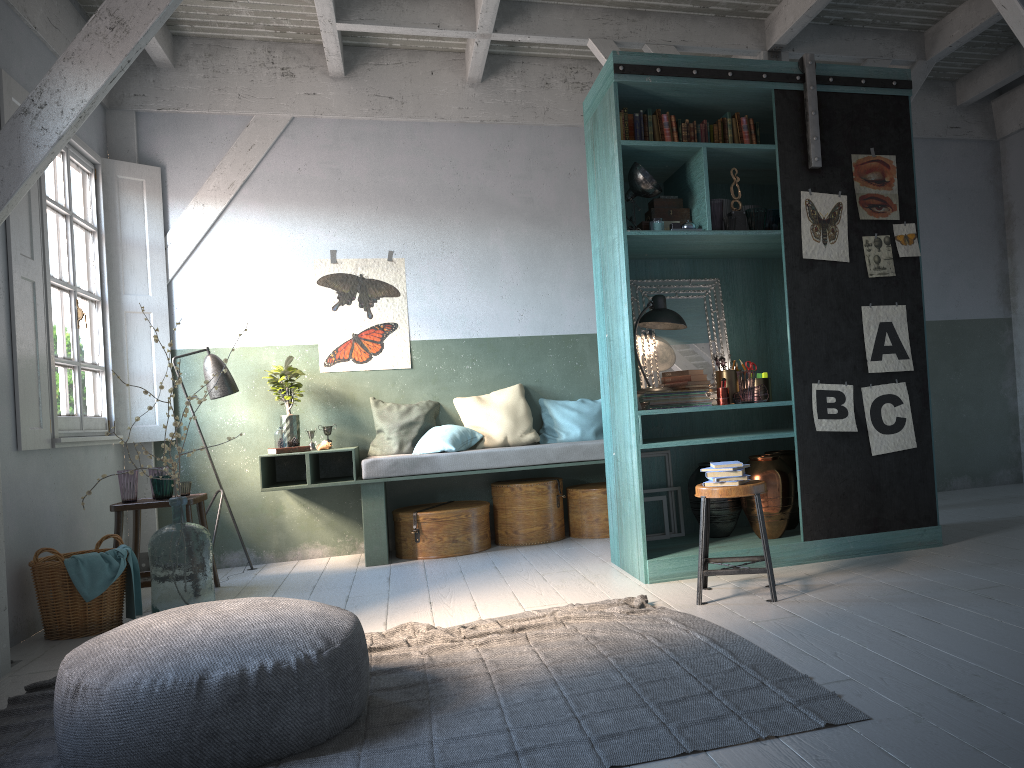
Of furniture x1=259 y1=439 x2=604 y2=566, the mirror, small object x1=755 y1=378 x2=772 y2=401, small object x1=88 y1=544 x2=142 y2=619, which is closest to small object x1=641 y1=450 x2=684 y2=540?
the mirror

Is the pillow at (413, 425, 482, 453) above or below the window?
below

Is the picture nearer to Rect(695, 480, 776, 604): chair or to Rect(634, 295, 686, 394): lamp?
Rect(634, 295, 686, 394): lamp

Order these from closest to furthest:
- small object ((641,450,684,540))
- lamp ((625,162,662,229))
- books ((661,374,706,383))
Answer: lamp ((625,162,662,229)) < books ((661,374,706,383)) < small object ((641,450,684,540))

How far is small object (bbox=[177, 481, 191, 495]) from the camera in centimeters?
654cm

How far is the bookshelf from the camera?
5.54m

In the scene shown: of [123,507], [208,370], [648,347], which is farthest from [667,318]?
[123,507]

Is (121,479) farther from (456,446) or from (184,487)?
(456,446)

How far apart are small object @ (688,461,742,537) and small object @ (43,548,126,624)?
3.69m

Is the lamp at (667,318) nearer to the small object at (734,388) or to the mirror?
the mirror
